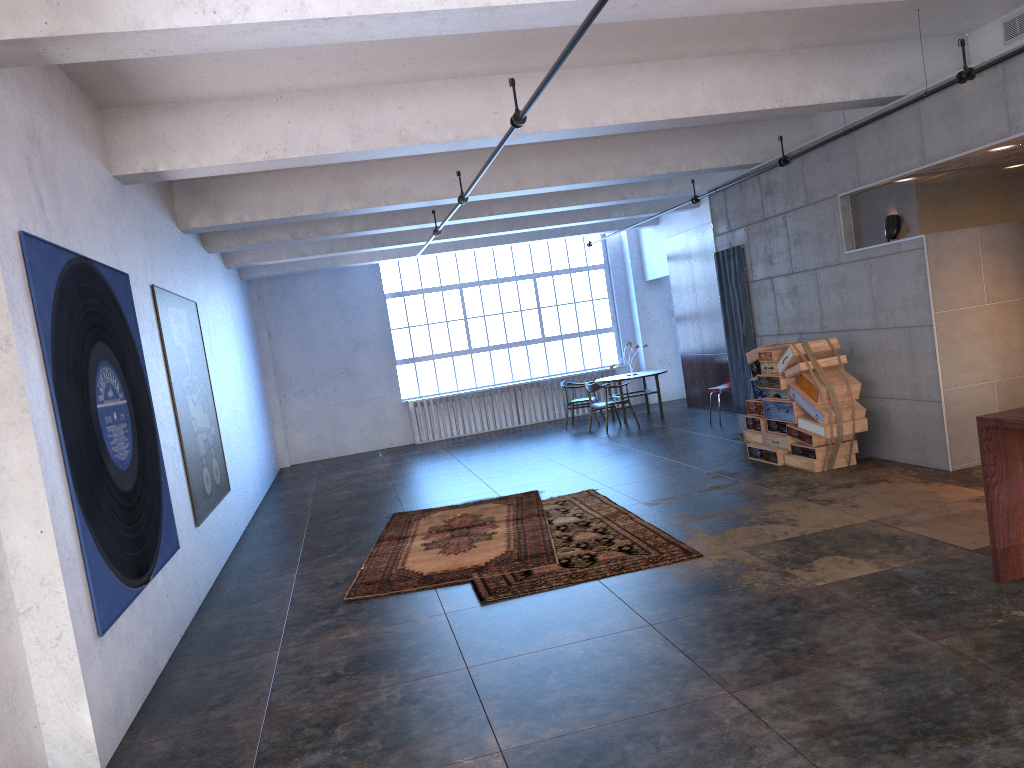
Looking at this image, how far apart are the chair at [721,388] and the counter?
8.4m

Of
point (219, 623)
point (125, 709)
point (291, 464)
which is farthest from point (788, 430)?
point (291, 464)

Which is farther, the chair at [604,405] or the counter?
the chair at [604,405]

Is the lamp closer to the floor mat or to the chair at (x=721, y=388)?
the floor mat

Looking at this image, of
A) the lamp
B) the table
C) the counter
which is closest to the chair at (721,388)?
the table

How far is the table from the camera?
15.3 meters

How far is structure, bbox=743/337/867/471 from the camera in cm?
857

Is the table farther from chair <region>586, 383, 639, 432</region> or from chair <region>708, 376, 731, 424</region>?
chair <region>708, 376, 731, 424</region>

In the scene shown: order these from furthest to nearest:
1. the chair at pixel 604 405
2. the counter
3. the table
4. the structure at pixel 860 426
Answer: the table
the chair at pixel 604 405
the structure at pixel 860 426
the counter

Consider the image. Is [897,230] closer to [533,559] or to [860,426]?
[860,426]
